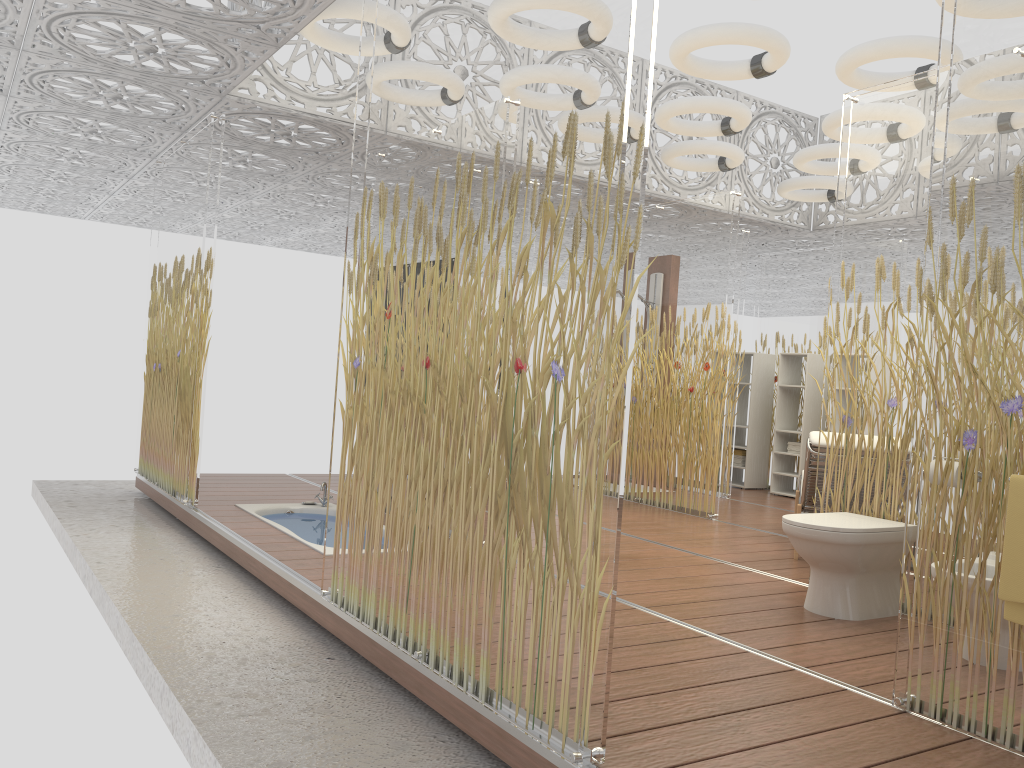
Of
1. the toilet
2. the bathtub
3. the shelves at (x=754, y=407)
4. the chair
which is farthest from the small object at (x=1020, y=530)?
the shelves at (x=754, y=407)

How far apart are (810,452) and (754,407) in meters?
4.5

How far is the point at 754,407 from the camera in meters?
9.5

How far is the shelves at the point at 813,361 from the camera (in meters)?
8.95

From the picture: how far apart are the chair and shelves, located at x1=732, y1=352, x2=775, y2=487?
3.2 meters

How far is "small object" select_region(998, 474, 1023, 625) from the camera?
2.44m

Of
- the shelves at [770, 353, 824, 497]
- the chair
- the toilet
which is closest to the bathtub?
the toilet

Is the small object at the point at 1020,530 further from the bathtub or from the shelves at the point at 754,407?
the shelves at the point at 754,407

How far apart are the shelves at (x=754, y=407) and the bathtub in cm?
504

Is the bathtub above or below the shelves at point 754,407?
below
